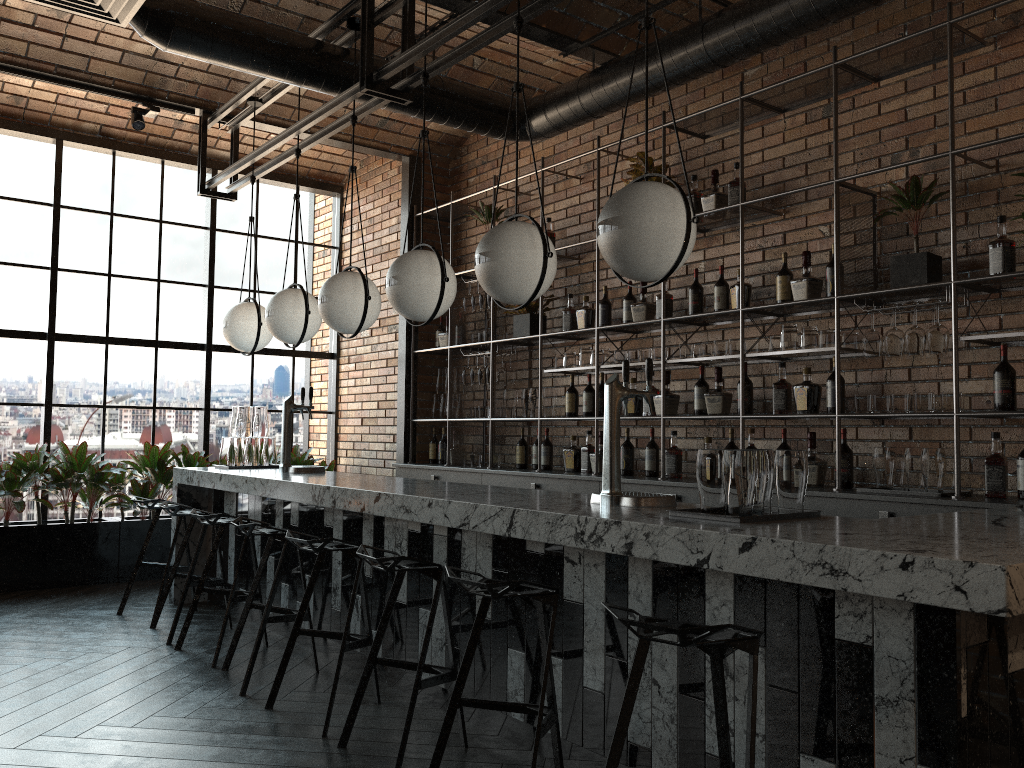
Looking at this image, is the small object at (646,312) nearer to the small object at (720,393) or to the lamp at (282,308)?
the small object at (720,393)

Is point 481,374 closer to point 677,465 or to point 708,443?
point 677,465

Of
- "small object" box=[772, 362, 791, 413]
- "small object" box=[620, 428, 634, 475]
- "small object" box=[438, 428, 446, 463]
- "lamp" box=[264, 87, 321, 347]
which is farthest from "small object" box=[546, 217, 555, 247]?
"small object" box=[772, 362, 791, 413]

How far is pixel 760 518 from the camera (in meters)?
2.60

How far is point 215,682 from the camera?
4.0m

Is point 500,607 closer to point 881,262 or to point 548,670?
point 548,670

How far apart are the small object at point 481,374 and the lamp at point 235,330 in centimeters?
159cm

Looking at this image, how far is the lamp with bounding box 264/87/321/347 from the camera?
5.20m

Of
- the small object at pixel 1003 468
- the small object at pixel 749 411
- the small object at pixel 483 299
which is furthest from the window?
the small object at pixel 1003 468

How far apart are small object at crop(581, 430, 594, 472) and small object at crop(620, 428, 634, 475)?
0.4m
